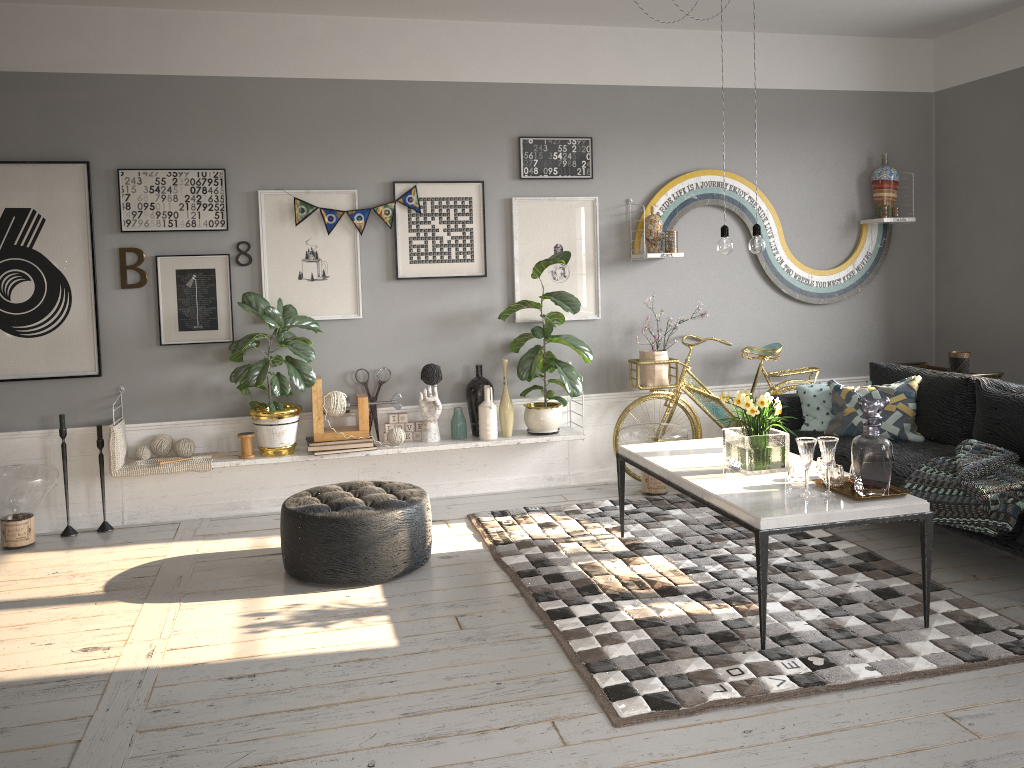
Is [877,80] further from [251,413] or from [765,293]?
[251,413]

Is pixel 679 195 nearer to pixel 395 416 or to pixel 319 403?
pixel 395 416

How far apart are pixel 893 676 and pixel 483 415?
2.9m

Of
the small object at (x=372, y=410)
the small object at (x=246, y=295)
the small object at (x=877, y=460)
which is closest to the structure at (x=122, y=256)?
the small object at (x=246, y=295)

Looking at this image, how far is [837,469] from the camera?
3.61m

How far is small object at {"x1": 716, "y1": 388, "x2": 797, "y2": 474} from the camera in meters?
3.9 m

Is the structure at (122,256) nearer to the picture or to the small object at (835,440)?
the picture

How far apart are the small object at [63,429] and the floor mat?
2.12m

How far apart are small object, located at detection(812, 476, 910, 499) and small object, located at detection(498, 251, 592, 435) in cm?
198

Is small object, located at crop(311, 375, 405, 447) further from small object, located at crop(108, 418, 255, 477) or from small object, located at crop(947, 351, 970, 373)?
small object, located at crop(947, 351, 970, 373)
